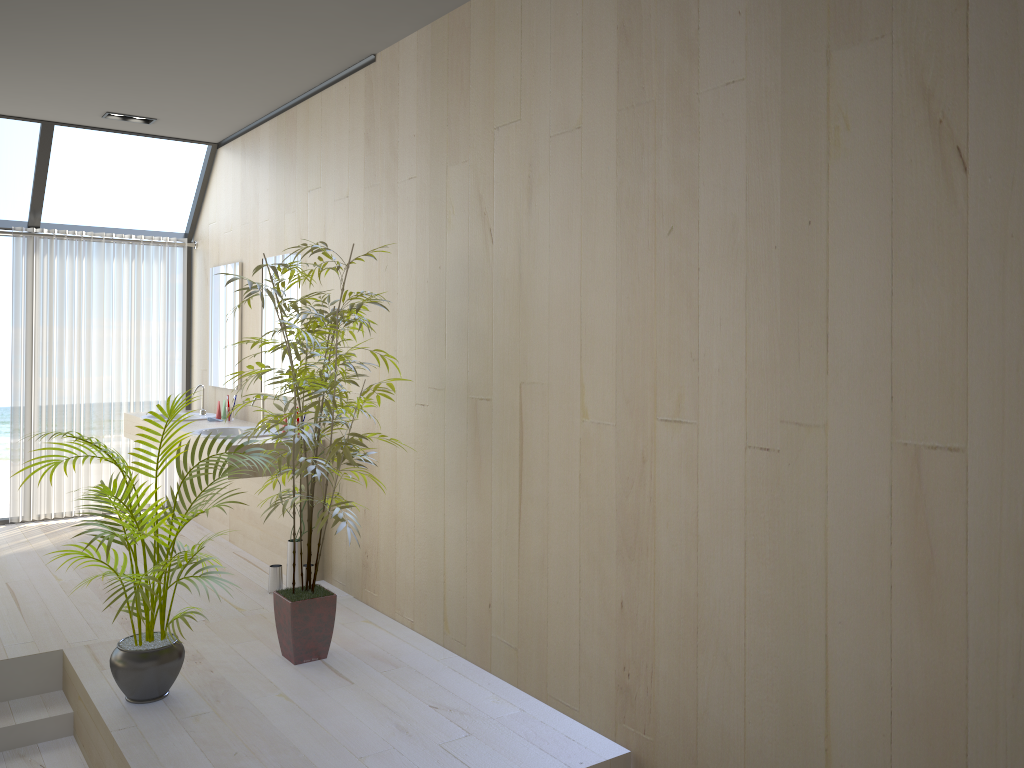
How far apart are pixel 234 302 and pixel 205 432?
1.2 meters

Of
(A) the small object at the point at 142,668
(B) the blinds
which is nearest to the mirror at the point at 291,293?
(B) the blinds

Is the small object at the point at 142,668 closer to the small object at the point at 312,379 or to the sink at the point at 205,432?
the small object at the point at 312,379

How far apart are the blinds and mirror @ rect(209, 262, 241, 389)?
0.5 meters

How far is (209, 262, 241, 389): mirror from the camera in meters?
6.1 m

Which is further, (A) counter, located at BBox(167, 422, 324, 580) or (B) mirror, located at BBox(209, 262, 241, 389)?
(B) mirror, located at BBox(209, 262, 241, 389)

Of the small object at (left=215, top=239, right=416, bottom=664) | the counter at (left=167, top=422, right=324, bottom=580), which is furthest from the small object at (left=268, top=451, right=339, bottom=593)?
the small object at (left=215, top=239, right=416, bottom=664)

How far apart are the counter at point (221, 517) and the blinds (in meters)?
0.17

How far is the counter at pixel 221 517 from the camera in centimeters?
597cm

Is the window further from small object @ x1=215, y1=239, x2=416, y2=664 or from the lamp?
small object @ x1=215, y1=239, x2=416, y2=664
